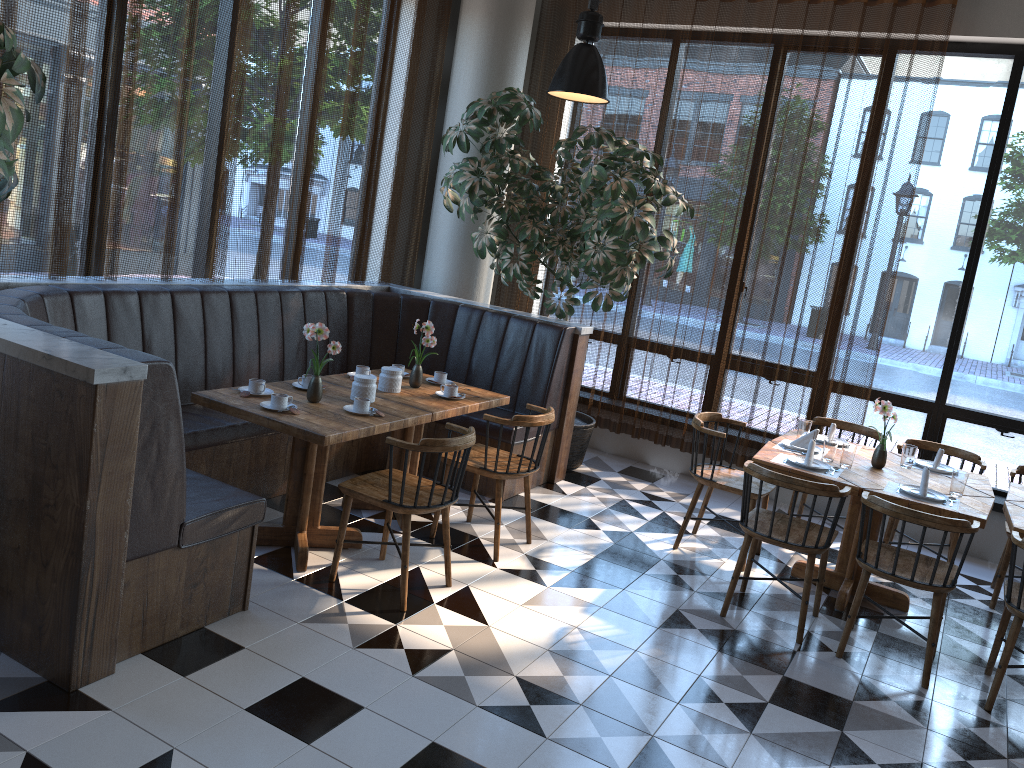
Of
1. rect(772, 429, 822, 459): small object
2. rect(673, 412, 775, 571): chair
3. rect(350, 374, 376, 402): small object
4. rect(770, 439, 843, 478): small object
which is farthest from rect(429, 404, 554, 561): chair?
rect(772, 429, 822, 459): small object

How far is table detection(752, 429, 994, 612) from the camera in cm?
448

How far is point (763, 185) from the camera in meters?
6.6 m

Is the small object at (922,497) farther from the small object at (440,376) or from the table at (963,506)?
the small object at (440,376)

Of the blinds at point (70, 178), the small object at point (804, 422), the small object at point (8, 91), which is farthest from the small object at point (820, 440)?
the small object at point (8, 91)

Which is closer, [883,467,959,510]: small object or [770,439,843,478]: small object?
[883,467,959,510]: small object

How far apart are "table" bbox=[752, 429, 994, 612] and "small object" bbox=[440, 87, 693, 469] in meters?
1.5

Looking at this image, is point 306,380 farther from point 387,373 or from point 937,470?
point 937,470

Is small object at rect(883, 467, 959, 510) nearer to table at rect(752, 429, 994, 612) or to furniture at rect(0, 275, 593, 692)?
table at rect(752, 429, 994, 612)

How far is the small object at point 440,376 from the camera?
5.4m
